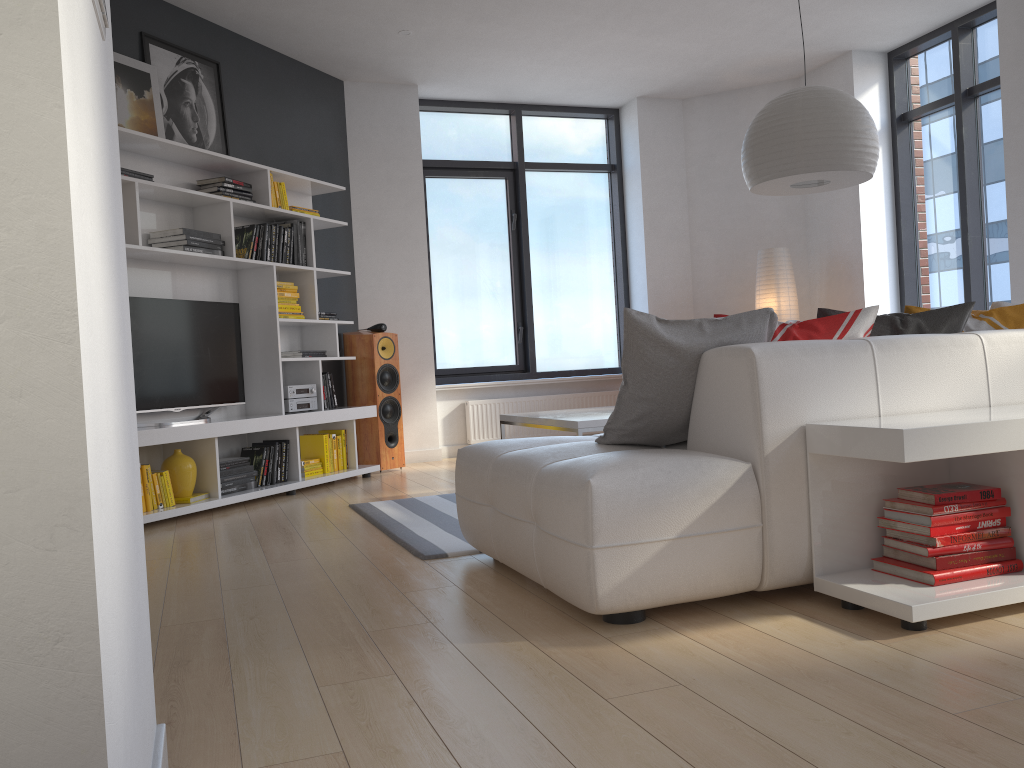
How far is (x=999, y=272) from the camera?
6.2 meters

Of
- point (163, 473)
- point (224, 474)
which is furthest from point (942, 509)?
point (224, 474)

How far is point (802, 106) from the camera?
3.8m

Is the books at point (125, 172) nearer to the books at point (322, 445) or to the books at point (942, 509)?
the books at point (322, 445)

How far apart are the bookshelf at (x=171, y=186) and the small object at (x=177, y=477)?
0.1 meters

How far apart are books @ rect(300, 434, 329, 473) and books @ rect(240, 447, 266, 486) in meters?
0.6 m

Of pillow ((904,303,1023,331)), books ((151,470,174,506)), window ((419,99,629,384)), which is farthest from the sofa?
window ((419,99,629,384))

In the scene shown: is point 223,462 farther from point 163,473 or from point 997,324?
point 997,324

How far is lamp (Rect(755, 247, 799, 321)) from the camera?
7.1 meters

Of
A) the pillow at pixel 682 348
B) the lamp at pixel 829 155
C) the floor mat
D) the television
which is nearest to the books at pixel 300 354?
the television
